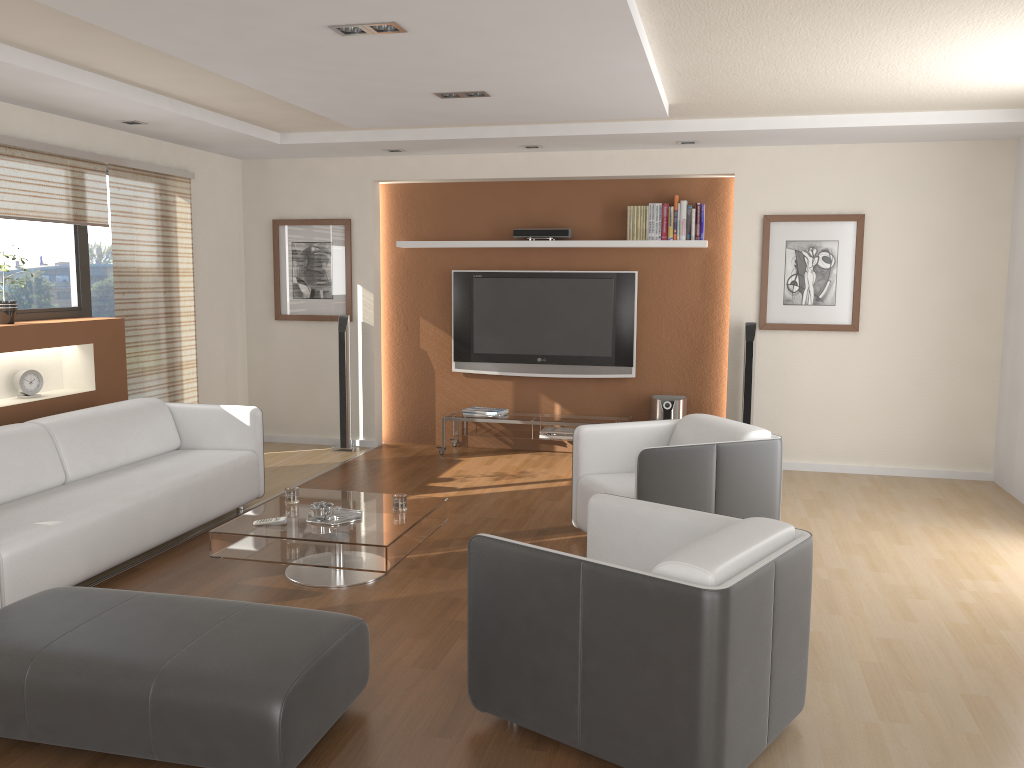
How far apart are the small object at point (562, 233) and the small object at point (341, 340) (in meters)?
→ 1.61

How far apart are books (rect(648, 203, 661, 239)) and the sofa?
3.4m

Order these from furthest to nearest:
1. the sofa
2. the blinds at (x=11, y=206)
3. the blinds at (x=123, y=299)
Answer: the blinds at (x=123, y=299) < the blinds at (x=11, y=206) < the sofa

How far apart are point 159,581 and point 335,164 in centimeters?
433cm

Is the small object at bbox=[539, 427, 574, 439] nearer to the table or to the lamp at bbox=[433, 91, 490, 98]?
the table

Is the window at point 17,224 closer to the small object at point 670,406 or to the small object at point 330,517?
the small object at point 330,517

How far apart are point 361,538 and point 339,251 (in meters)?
4.13

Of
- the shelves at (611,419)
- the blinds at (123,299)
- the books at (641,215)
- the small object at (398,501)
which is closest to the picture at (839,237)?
the books at (641,215)

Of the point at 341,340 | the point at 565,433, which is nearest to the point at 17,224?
the point at 341,340

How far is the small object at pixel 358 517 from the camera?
4.4m
